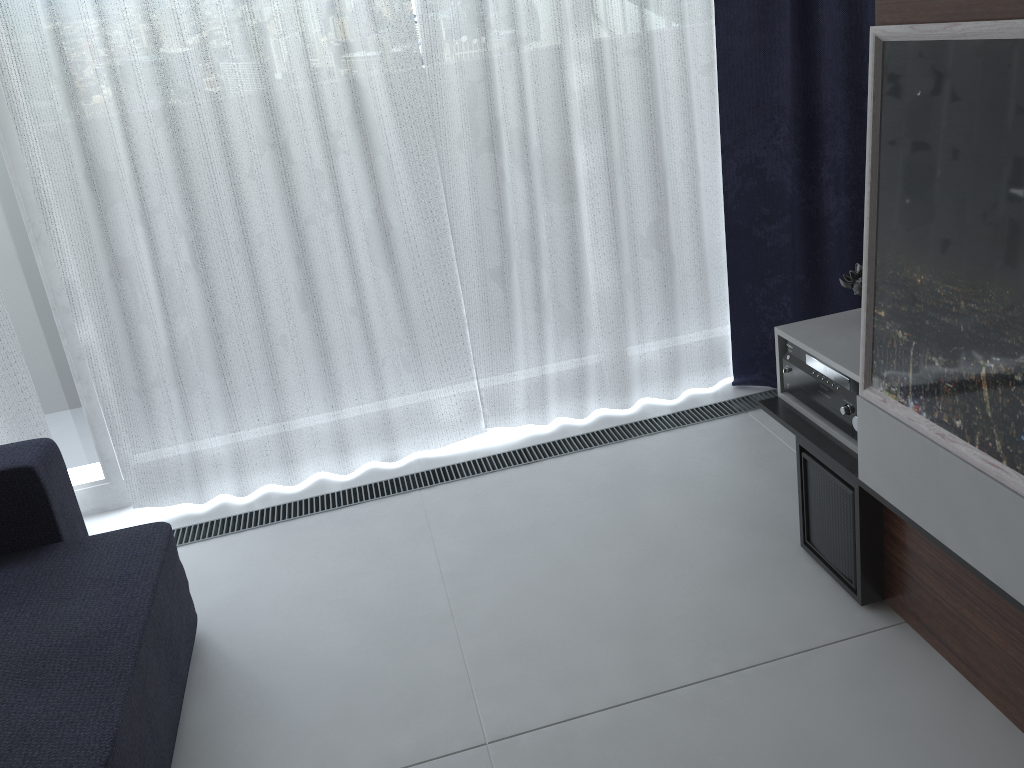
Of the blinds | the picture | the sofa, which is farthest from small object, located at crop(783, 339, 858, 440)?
the sofa

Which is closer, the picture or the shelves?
the picture

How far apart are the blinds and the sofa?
0.4m

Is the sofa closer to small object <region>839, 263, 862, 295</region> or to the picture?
the picture

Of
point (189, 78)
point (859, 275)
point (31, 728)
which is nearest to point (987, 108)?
point (859, 275)

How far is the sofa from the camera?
1.52m

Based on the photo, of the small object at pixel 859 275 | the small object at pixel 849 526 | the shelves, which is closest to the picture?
the shelves

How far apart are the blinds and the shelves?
0.7m

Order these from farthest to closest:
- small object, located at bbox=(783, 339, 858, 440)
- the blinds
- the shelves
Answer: the blinds → small object, located at bbox=(783, 339, 858, 440) → the shelves

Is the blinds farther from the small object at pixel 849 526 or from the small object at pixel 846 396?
the small object at pixel 849 526
